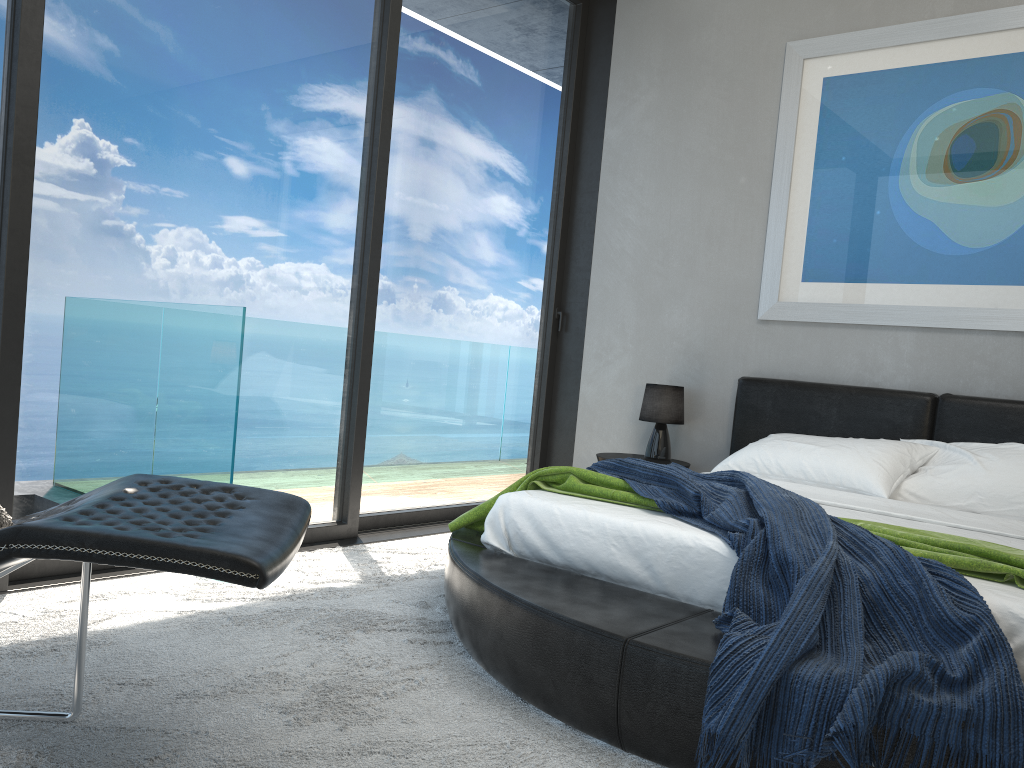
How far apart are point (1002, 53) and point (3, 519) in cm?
419

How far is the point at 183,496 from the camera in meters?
1.9

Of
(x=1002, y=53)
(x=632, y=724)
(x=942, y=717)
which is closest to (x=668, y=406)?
(x=1002, y=53)

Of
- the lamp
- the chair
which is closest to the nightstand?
the lamp

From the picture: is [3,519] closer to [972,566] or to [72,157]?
[72,157]

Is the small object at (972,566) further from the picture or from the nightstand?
the picture

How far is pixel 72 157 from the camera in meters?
3.0 m

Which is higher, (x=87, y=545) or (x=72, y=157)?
(x=72, y=157)

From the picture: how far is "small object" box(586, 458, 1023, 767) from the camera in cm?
177

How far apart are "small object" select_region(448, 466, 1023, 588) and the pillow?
1.5m
